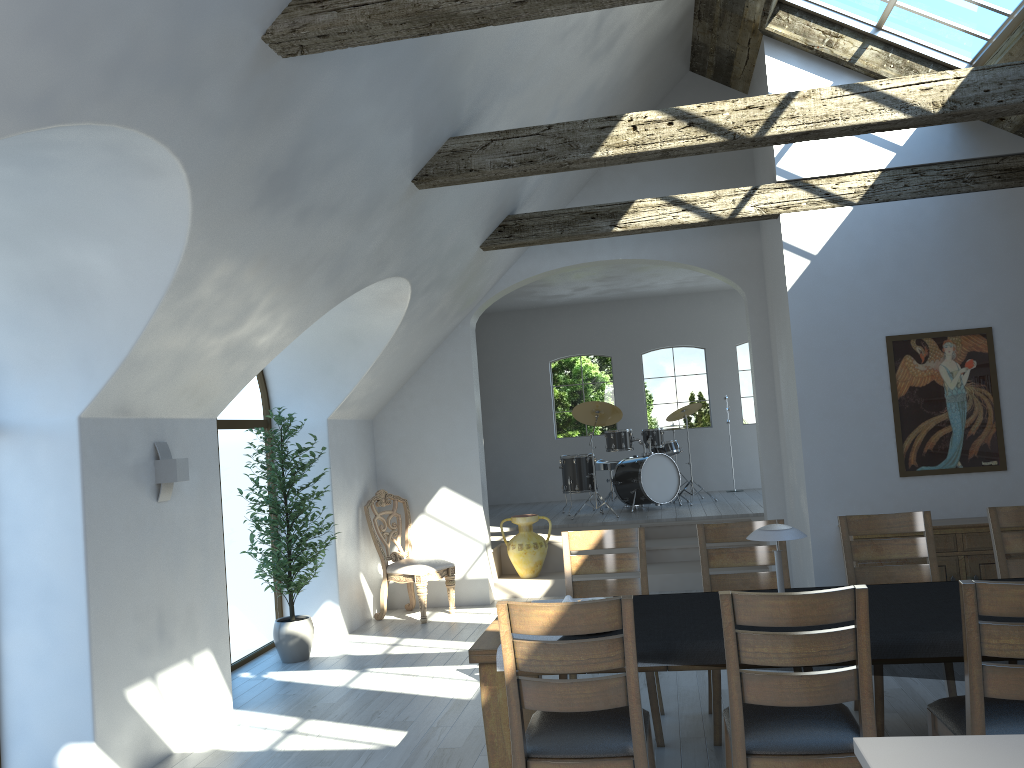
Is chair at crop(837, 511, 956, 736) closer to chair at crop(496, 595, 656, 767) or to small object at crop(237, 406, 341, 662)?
chair at crop(496, 595, 656, 767)

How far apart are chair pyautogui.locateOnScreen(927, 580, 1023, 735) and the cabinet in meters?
3.2

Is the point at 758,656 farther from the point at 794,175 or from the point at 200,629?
the point at 794,175

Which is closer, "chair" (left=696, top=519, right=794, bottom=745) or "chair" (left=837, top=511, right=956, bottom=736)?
"chair" (left=696, top=519, right=794, bottom=745)

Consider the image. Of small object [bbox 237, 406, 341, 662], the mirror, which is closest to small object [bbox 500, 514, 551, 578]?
small object [bbox 237, 406, 341, 662]

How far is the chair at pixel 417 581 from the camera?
7.7 meters

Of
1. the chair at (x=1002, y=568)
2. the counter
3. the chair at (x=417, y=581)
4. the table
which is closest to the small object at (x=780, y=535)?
the table

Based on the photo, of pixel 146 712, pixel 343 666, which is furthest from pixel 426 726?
pixel 343 666

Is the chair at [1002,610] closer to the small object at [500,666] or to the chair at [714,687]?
the chair at [714,687]

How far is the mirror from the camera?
6.5 meters
